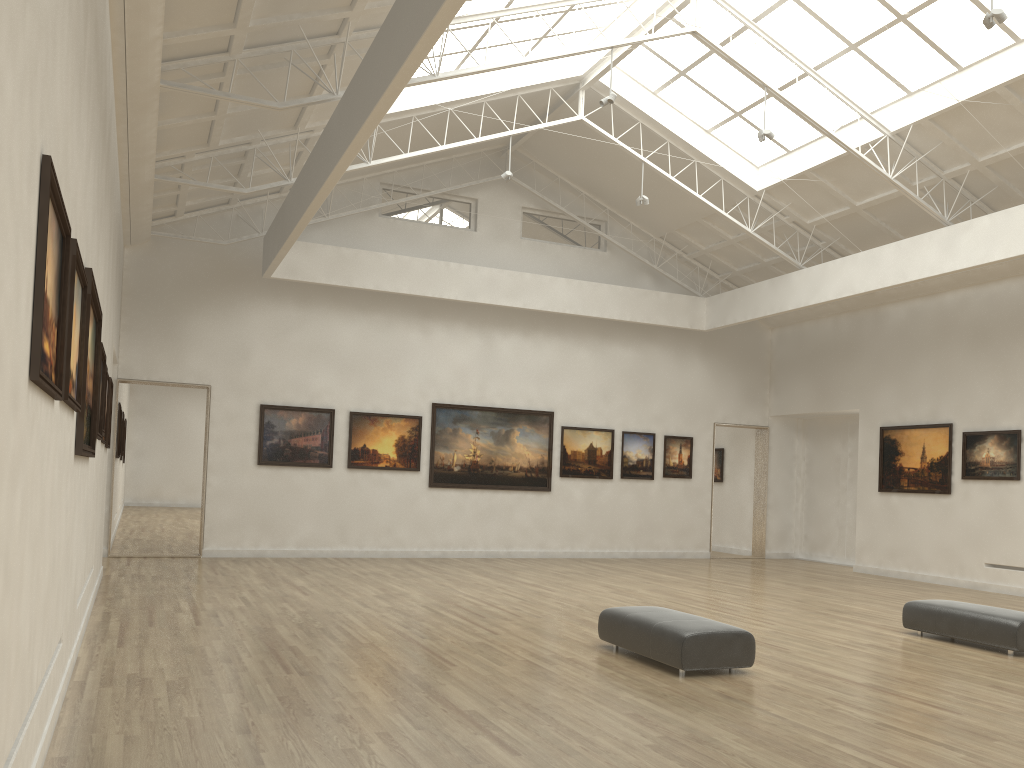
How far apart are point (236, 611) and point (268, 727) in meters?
8.5 m
